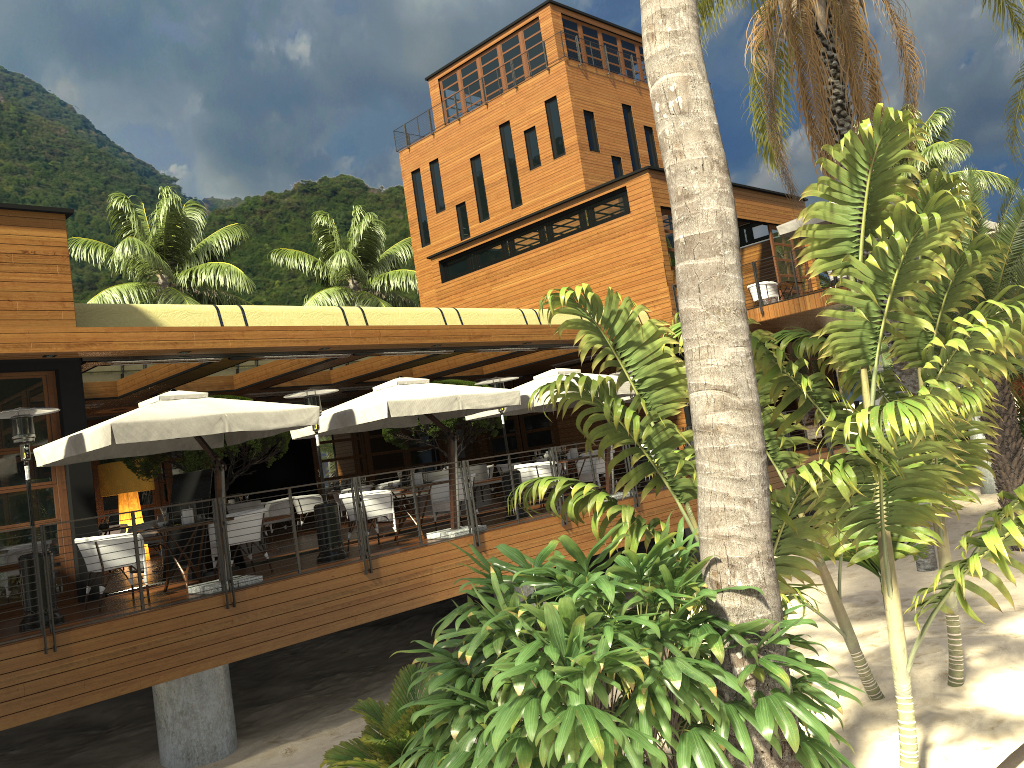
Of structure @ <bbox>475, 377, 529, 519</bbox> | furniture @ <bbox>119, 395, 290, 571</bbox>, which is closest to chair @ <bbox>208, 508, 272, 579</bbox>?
furniture @ <bbox>119, 395, 290, 571</bbox>

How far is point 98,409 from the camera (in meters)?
16.80

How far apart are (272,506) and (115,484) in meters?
2.9

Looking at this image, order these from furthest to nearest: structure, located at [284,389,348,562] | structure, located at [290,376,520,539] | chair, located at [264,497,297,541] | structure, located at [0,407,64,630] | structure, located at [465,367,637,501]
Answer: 1. chair, located at [264,497,297,541]
2. structure, located at [465,367,637,501]
3. structure, located at [290,376,520,539]
4. structure, located at [284,389,348,562]
5. structure, located at [0,407,64,630]

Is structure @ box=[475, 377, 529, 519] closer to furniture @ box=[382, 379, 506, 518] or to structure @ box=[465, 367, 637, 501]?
structure @ box=[465, 367, 637, 501]

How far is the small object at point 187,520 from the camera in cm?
1009

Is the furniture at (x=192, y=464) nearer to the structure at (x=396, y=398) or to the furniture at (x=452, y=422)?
the structure at (x=396, y=398)

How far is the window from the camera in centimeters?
1048cm

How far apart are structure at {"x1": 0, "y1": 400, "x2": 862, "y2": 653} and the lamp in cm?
820

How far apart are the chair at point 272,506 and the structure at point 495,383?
5.76m
